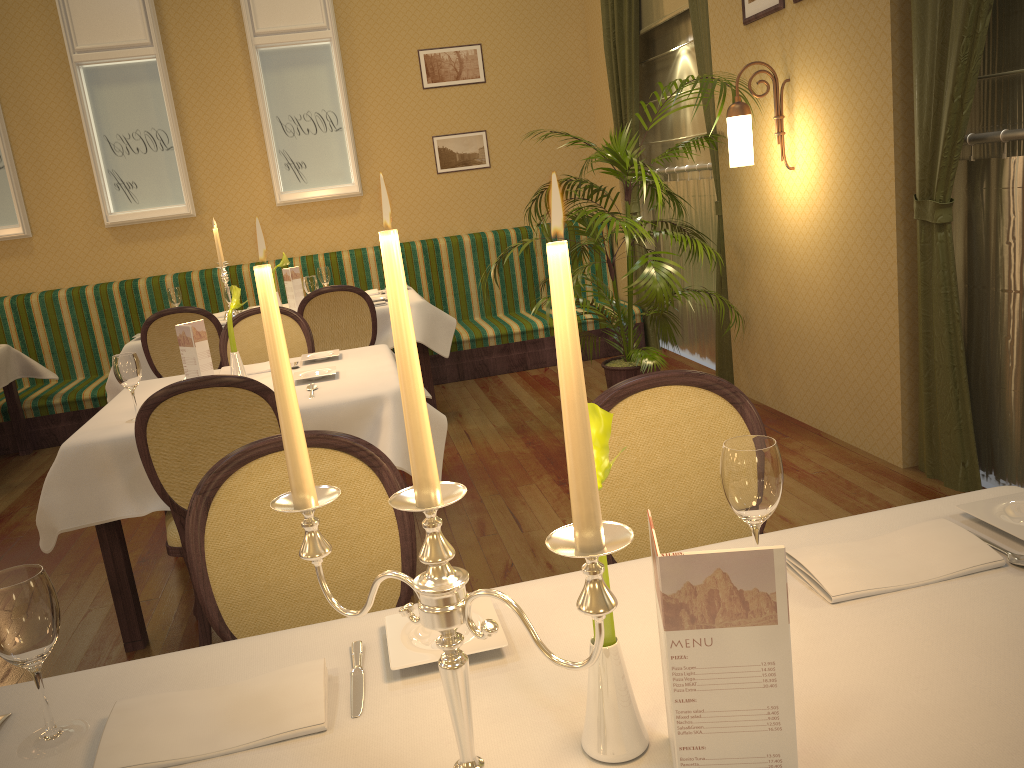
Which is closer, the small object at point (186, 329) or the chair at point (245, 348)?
the small object at point (186, 329)

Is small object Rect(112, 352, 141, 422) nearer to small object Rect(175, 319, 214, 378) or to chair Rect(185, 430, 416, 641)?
small object Rect(175, 319, 214, 378)

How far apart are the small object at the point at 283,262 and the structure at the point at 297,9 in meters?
1.2 m

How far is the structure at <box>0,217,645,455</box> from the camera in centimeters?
616cm

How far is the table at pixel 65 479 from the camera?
2.8m

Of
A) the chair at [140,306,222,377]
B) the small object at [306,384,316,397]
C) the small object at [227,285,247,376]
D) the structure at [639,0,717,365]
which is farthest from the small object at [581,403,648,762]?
the structure at [639,0,717,365]

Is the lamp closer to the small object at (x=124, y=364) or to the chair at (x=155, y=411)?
the chair at (x=155, y=411)

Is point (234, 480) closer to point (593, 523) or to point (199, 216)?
point (593, 523)

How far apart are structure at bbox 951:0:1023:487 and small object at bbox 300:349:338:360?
2.55m

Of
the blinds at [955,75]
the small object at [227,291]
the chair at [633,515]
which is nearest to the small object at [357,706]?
the chair at [633,515]
